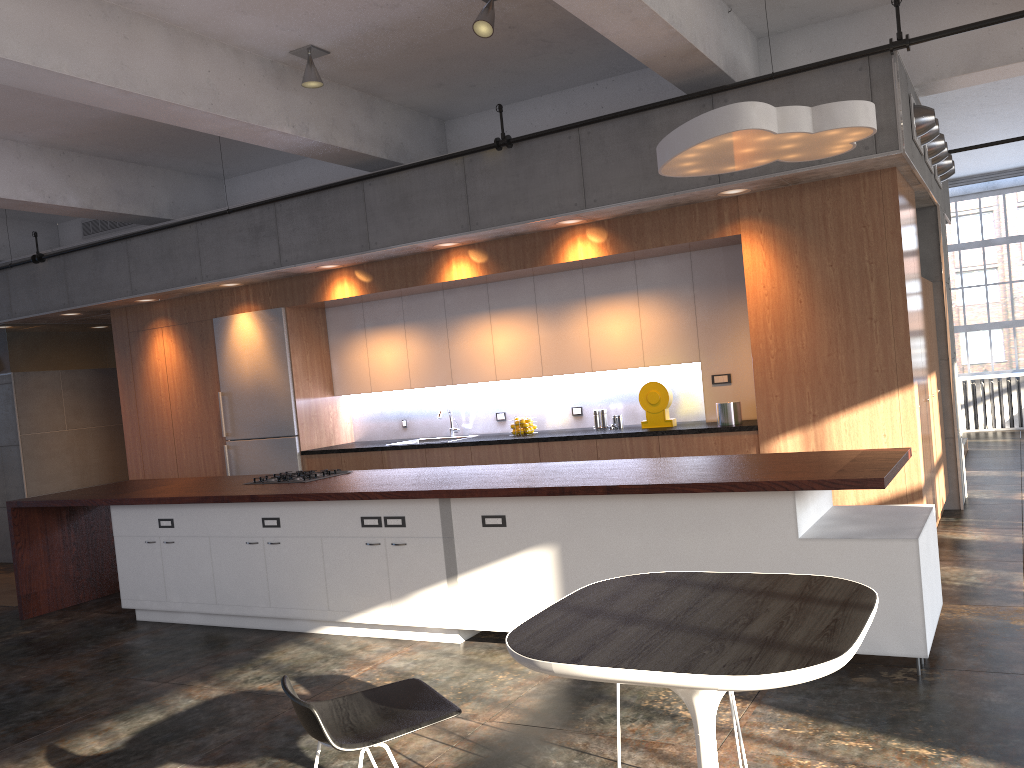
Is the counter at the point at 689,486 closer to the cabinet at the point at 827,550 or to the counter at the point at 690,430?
the cabinet at the point at 827,550

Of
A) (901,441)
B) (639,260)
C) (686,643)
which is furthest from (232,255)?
(686,643)

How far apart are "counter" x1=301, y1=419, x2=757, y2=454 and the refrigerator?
0.30m

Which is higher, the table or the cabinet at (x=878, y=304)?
the cabinet at (x=878, y=304)

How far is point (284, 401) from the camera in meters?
8.6

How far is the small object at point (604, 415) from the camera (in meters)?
7.65

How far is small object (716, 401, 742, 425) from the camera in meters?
6.6 m

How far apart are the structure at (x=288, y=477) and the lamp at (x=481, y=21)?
3.3 meters

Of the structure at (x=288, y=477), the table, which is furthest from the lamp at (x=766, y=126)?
the structure at (x=288, y=477)

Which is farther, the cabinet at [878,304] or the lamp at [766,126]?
the cabinet at [878,304]
